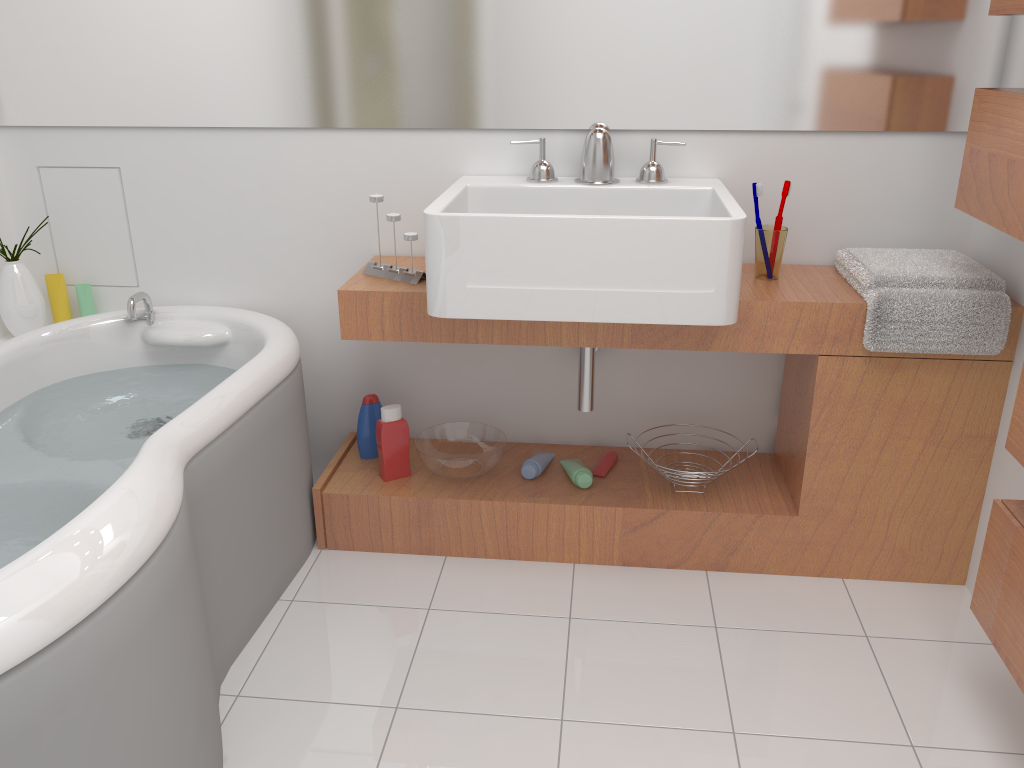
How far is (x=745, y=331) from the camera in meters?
2.0

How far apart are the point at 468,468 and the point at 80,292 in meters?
1.2 m

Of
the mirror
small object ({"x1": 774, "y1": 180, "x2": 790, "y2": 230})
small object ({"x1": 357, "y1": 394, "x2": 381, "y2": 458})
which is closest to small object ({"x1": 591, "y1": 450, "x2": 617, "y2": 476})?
small object ({"x1": 357, "y1": 394, "x2": 381, "y2": 458})

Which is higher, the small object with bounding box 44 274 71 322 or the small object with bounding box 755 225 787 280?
the small object with bounding box 755 225 787 280

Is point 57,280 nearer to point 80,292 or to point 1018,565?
point 80,292

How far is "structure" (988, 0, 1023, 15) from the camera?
1.6 meters

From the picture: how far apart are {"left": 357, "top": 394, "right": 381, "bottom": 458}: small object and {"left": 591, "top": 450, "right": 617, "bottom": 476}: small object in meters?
0.6 m

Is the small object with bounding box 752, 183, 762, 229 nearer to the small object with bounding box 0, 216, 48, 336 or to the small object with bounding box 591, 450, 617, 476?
the small object with bounding box 591, 450, 617, 476

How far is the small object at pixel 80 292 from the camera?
2.5m

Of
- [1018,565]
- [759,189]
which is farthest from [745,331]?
[1018,565]
